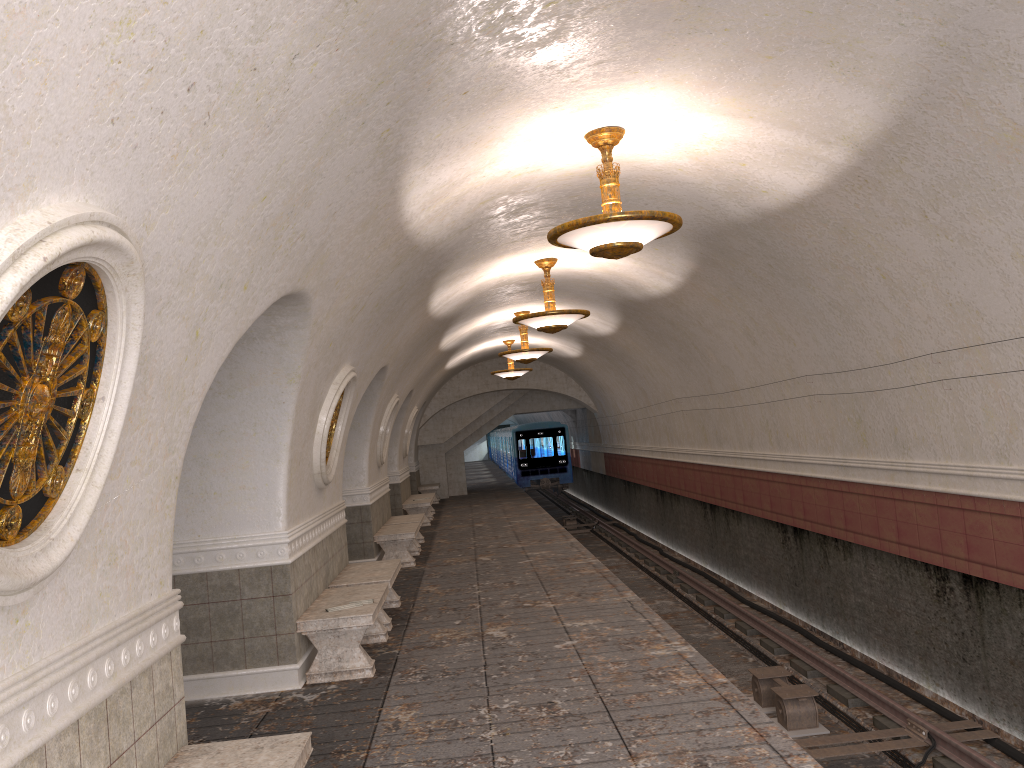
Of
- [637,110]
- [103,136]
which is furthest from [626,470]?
[103,136]

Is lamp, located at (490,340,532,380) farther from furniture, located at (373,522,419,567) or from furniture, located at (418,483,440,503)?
furniture, located at (373,522,419,567)

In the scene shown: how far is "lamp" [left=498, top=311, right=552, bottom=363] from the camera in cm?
1584

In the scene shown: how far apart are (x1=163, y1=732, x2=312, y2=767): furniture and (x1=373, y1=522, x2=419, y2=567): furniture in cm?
889

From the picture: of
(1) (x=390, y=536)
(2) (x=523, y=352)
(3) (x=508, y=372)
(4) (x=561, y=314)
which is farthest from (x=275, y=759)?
(3) (x=508, y=372)

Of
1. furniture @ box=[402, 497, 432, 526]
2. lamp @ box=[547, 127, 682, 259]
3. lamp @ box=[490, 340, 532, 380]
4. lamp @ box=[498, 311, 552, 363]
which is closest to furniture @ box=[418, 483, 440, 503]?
furniture @ box=[402, 497, 432, 526]

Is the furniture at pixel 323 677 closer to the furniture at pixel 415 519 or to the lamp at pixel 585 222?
the lamp at pixel 585 222

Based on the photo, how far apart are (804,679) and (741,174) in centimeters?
538cm

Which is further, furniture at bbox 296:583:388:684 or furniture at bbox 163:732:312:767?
furniture at bbox 296:583:388:684

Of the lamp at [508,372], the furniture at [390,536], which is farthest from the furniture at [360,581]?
the lamp at [508,372]
